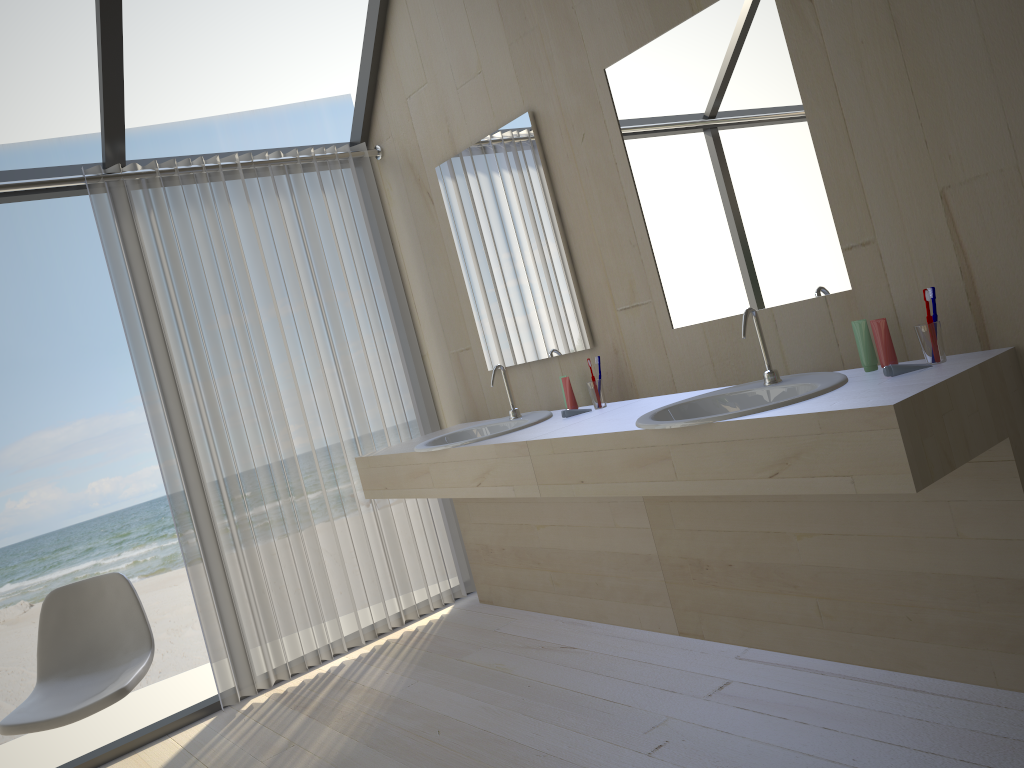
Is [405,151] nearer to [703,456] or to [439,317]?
[439,317]

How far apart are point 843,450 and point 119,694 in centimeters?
213cm

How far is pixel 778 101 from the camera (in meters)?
2.34

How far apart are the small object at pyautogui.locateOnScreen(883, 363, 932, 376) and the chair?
2.3 meters

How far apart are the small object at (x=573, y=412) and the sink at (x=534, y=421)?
0.1 meters

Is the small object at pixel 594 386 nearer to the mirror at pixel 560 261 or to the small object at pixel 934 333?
→ the mirror at pixel 560 261

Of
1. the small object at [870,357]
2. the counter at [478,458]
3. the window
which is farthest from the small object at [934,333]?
the window

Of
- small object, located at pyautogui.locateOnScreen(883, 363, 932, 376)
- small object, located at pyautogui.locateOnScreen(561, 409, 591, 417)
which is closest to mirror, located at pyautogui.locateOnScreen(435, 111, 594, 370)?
small object, located at pyautogui.locateOnScreen(561, 409, 591, 417)

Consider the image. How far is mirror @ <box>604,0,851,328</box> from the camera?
2.3 meters

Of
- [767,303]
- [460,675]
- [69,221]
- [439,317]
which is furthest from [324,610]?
[69,221]
